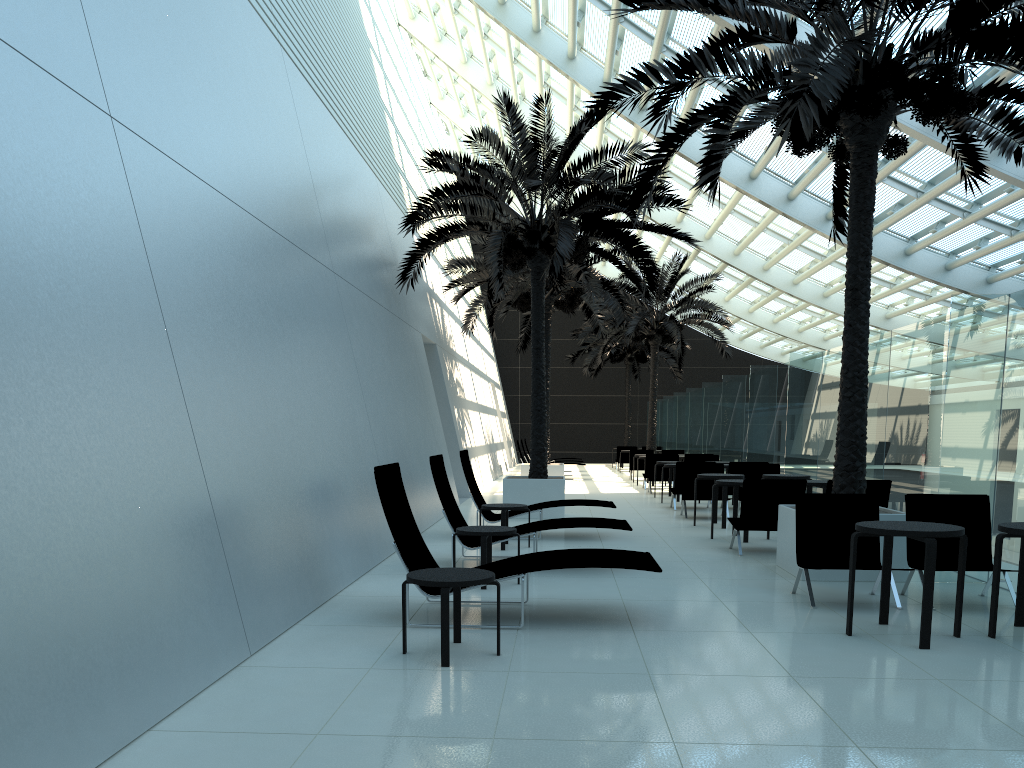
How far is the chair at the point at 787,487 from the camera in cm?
980

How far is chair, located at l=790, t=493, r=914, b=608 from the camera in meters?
7.4 m

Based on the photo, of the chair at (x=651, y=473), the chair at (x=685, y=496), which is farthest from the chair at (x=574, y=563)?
the chair at (x=651, y=473)

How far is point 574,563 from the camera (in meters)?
6.16

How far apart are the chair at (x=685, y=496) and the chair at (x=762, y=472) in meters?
0.3

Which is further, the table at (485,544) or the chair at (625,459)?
the chair at (625,459)

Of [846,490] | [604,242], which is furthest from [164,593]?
[604,242]

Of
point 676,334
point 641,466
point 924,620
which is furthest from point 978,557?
point 676,334

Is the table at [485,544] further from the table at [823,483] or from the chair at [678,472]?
the chair at [678,472]

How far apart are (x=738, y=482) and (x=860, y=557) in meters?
3.7 m
